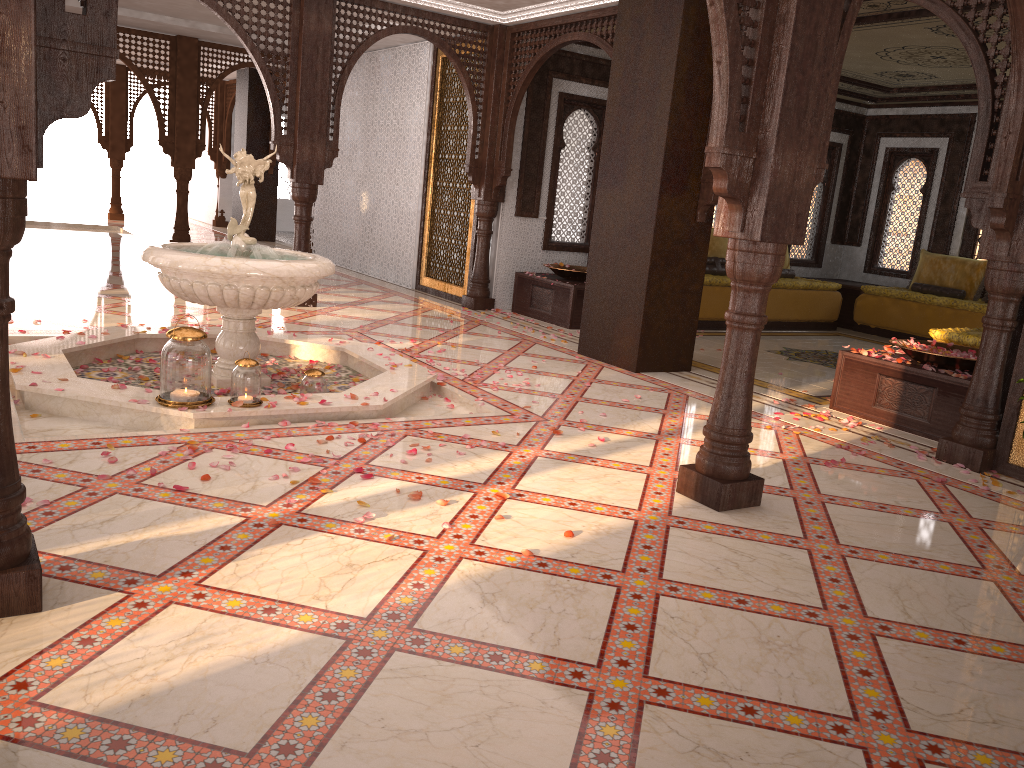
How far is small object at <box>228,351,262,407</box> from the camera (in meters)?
4.25

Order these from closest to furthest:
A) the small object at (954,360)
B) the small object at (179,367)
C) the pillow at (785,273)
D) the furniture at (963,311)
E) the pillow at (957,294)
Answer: the small object at (179,367)
the small object at (954,360)
the furniture at (963,311)
the pillow at (957,294)
the pillow at (785,273)

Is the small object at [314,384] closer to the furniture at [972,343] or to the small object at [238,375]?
the small object at [238,375]

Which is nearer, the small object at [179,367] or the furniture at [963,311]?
the small object at [179,367]

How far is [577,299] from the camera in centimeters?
848cm

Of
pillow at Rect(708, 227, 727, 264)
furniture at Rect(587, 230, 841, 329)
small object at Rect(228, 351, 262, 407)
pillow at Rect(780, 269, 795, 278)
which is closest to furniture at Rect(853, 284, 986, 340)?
furniture at Rect(587, 230, 841, 329)

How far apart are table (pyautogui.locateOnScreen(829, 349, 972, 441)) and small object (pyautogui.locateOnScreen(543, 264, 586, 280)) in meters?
3.3 m

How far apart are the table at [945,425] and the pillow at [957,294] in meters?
5.3 m

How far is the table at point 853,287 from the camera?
10.86m

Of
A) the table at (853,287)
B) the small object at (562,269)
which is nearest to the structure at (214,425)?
the small object at (562,269)
